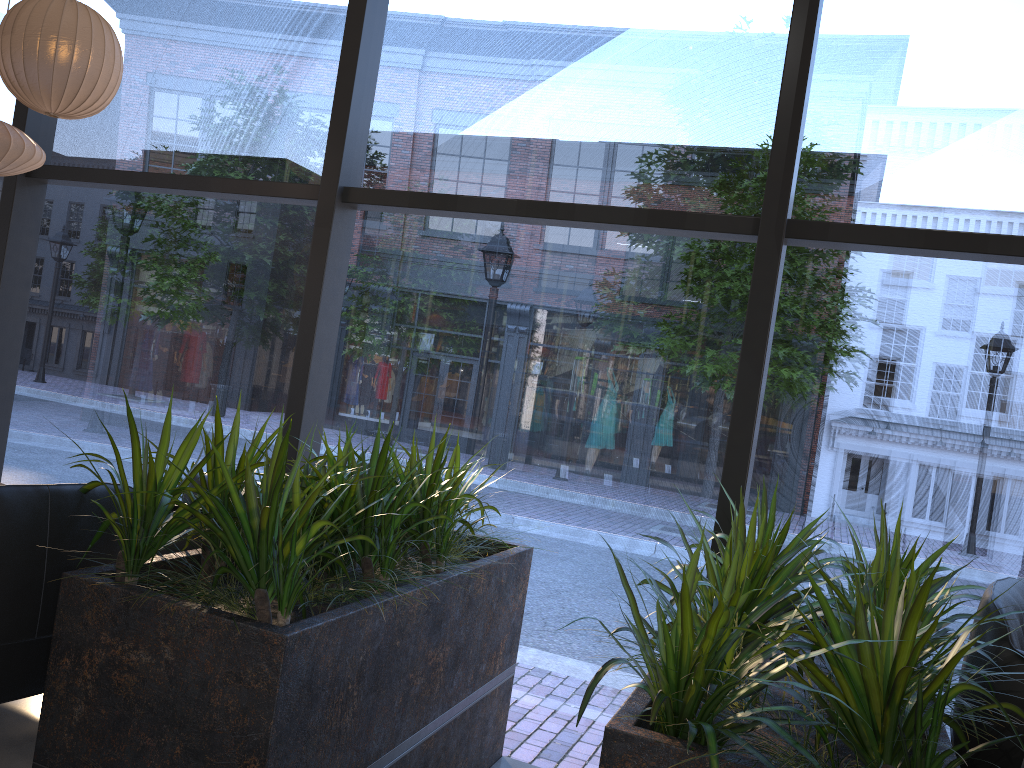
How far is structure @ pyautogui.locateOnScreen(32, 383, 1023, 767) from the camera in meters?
1.8

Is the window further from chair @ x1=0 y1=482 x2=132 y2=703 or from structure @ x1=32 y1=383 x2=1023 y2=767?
chair @ x1=0 y1=482 x2=132 y2=703

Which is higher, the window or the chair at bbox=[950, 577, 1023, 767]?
the window

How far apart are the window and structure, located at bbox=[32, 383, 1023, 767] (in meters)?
1.54

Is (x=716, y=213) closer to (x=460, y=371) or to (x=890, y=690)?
(x=890, y=690)

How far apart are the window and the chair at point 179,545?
2.03m

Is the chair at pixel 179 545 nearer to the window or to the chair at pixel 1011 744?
the window

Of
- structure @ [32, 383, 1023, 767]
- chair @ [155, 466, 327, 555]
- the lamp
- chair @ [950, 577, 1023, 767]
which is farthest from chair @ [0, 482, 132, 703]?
chair @ [950, 577, 1023, 767]

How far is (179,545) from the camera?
3.2m

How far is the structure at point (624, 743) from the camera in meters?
1.8 m
